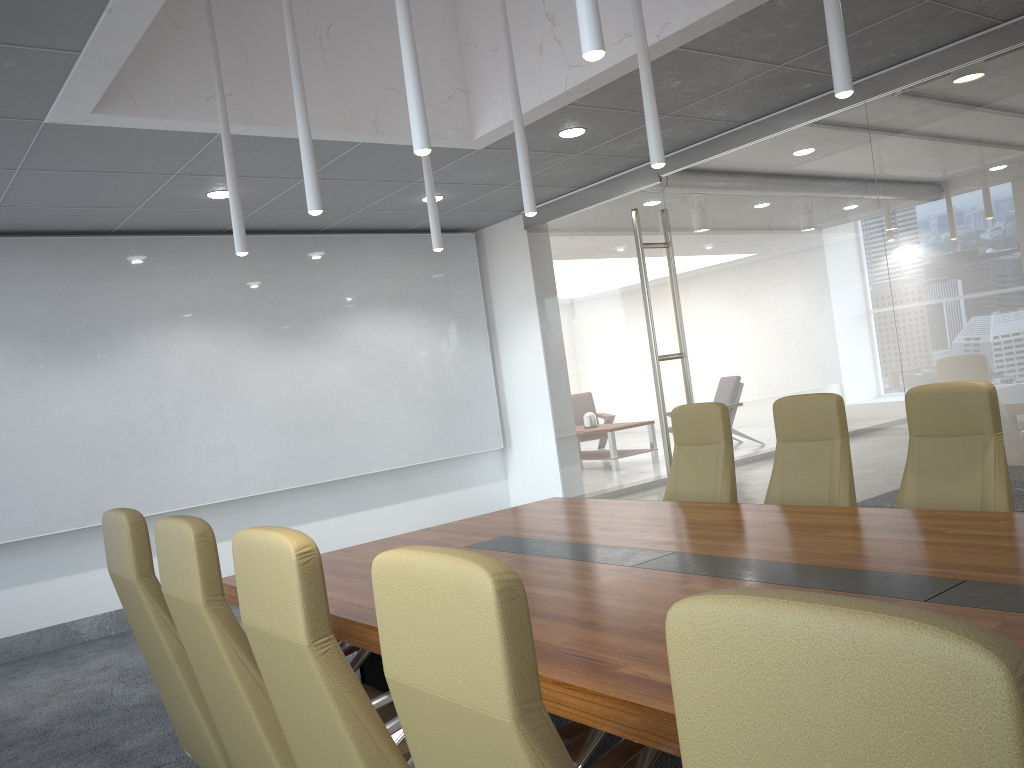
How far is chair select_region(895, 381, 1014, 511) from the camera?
4.1m

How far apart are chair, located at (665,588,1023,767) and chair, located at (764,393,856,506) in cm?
391

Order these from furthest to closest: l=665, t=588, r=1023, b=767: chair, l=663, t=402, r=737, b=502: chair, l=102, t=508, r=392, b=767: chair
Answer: l=663, t=402, r=737, b=502: chair, l=102, t=508, r=392, b=767: chair, l=665, t=588, r=1023, b=767: chair

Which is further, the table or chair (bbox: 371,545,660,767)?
the table

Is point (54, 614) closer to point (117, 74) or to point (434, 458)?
point (434, 458)

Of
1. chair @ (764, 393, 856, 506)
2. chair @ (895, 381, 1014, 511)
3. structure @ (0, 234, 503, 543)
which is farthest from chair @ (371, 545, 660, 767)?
structure @ (0, 234, 503, 543)

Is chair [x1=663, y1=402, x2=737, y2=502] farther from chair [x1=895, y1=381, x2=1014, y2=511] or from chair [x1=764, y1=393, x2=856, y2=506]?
chair [x1=895, y1=381, x2=1014, y2=511]

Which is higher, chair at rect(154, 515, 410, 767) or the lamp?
the lamp

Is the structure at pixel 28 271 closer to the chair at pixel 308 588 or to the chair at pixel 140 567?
the chair at pixel 140 567

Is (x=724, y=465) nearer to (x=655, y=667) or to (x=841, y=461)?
(x=841, y=461)
